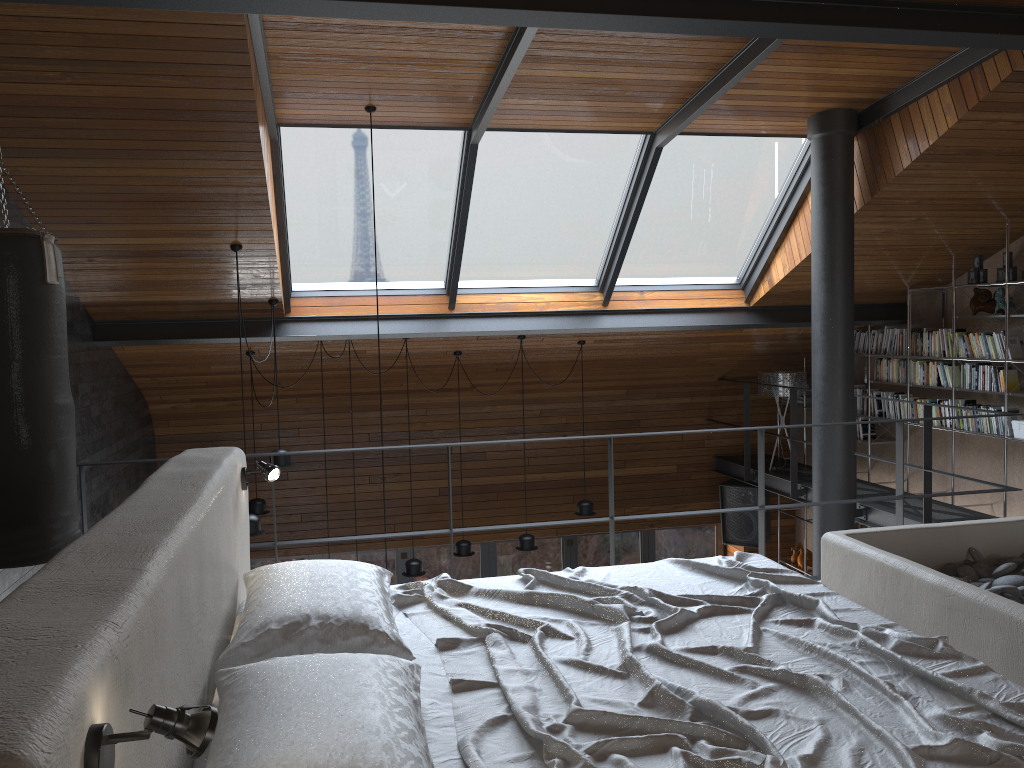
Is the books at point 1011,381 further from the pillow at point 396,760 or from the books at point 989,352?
the pillow at point 396,760

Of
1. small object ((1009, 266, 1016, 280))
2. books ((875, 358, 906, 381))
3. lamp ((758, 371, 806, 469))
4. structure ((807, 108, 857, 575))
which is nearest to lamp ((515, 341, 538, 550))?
structure ((807, 108, 857, 575))

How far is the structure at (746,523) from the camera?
9.6m

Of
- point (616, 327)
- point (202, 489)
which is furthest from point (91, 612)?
point (616, 327)

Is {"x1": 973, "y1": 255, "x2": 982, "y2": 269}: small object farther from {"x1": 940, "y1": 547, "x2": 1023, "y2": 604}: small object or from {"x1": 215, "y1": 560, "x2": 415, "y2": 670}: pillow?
{"x1": 215, "y1": 560, "x2": 415, "y2": 670}: pillow

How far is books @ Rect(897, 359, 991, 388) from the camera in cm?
787

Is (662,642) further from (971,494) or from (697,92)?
(971,494)

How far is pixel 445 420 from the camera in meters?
9.4

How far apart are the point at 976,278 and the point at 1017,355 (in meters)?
0.72

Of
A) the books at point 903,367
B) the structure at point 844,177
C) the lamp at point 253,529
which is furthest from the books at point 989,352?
the lamp at point 253,529
